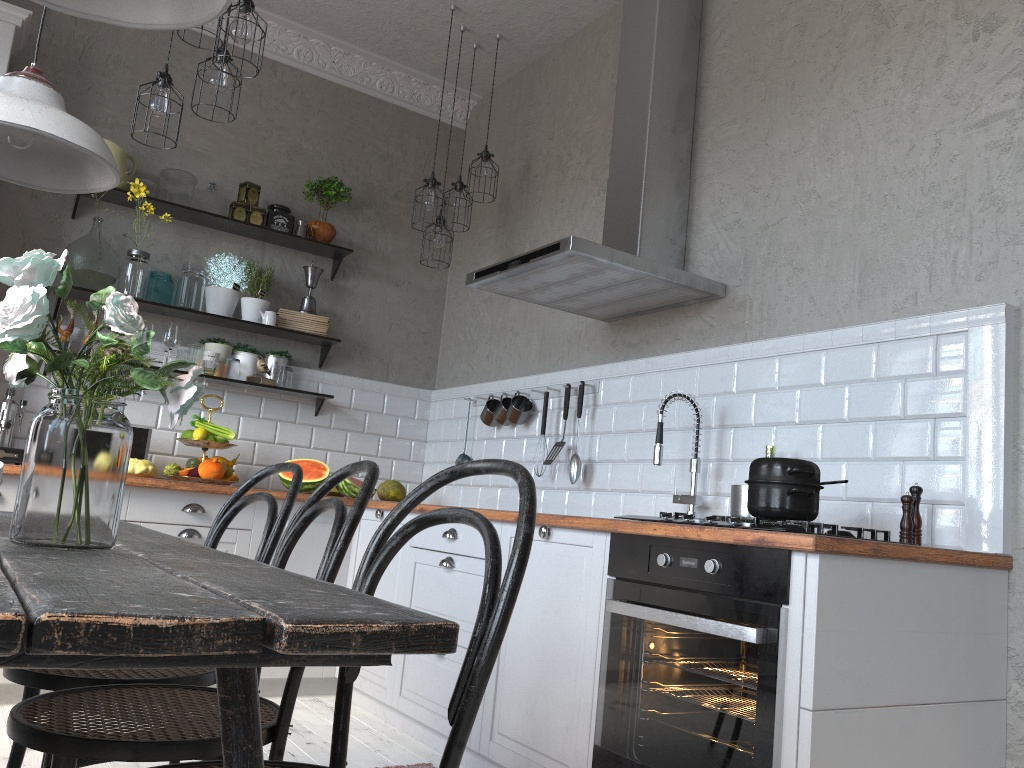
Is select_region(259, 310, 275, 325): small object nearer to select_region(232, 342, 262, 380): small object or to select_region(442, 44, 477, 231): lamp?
select_region(232, 342, 262, 380): small object

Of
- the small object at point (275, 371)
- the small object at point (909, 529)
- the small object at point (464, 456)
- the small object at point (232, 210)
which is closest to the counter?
the small object at point (909, 529)

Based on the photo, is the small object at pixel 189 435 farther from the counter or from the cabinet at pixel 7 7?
the cabinet at pixel 7 7

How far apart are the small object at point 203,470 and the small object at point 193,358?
0.6m

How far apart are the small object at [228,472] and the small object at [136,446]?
0.4 meters

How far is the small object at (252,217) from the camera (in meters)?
4.52

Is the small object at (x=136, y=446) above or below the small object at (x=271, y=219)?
below

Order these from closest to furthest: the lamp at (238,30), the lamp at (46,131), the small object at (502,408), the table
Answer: the table < the lamp at (46,131) < the lamp at (238,30) < the small object at (502,408)

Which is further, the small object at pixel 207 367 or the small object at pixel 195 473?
the small object at pixel 207 367

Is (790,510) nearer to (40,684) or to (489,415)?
(40,684)
